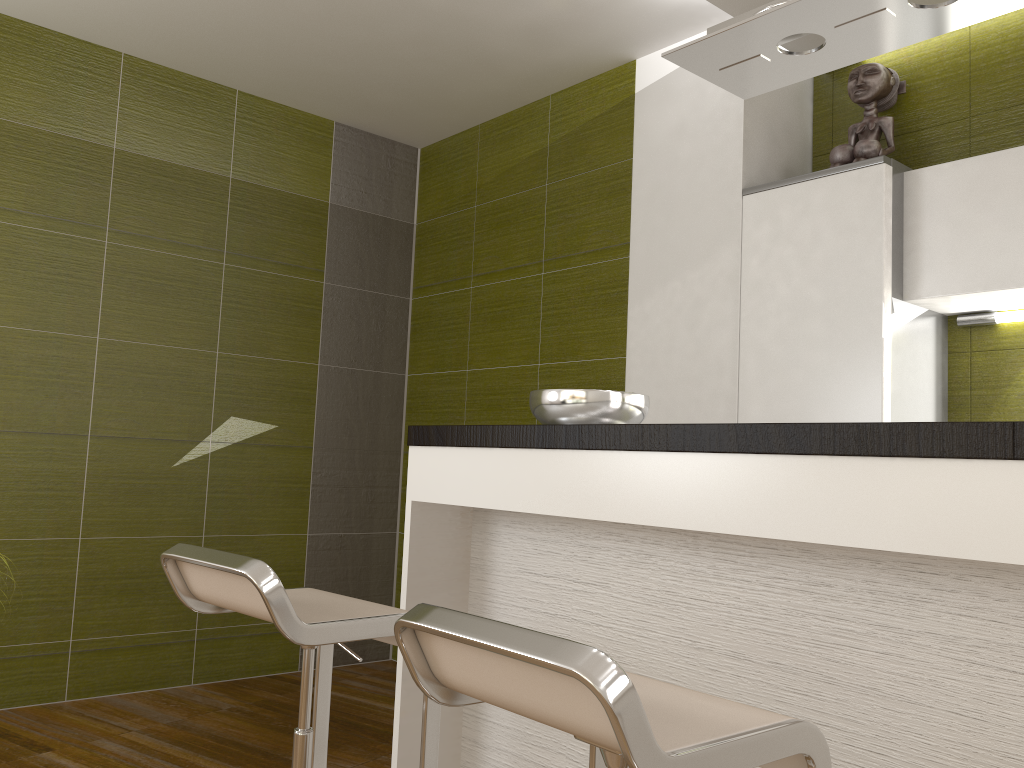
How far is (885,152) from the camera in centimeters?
311cm

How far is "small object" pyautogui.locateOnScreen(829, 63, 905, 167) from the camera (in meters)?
3.11

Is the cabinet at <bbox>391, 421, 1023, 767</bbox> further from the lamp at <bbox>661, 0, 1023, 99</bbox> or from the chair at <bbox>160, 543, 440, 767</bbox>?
the lamp at <bbox>661, 0, 1023, 99</bbox>

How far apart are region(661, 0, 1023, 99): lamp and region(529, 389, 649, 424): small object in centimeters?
78cm

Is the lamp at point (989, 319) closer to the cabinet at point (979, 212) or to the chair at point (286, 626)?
the cabinet at point (979, 212)

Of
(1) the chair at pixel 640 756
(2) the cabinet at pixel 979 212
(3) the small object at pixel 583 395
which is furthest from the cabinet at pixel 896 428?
(2) the cabinet at pixel 979 212

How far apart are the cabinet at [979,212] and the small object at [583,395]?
1.0 meters

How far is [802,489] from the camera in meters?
1.5

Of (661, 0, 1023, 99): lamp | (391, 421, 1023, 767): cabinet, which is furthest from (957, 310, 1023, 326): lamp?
(391, 421, 1023, 767): cabinet

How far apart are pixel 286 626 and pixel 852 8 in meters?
1.6 m
